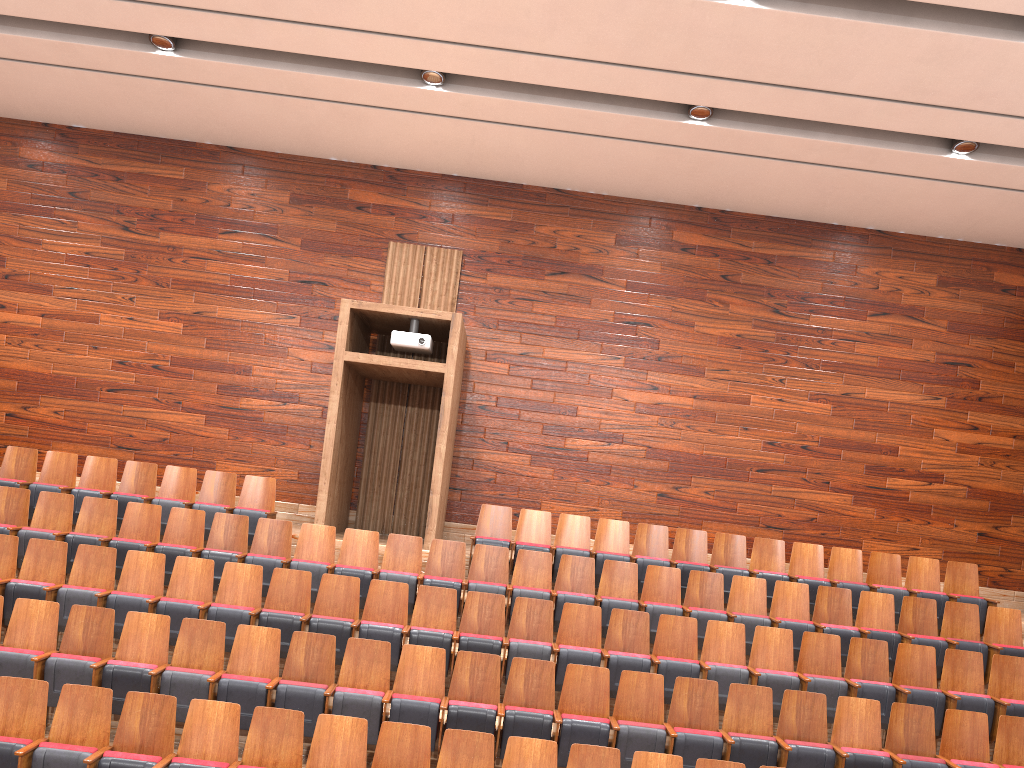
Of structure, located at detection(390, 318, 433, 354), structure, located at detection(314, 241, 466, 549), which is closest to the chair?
structure, located at detection(314, 241, 466, 549)

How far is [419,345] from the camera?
0.85m

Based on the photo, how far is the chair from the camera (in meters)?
0.51

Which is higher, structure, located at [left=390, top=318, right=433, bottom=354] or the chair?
structure, located at [left=390, top=318, right=433, bottom=354]

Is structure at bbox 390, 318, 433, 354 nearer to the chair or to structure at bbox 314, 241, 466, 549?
structure at bbox 314, 241, 466, 549

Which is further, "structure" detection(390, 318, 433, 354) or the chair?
"structure" detection(390, 318, 433, 354)

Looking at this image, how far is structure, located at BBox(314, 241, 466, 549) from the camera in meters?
0.8 m

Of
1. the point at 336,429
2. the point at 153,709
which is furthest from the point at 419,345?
the point at 153,709

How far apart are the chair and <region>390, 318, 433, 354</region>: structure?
0.2m

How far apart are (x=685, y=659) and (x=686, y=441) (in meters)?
0.37
